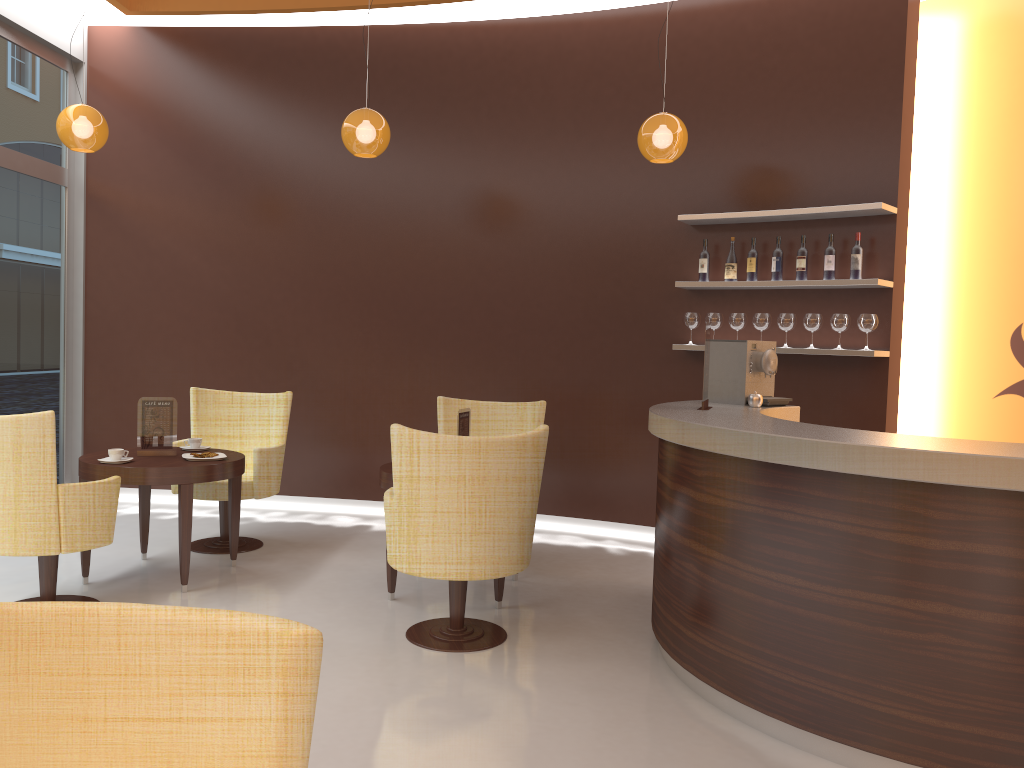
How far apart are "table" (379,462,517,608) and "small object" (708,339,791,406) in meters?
1.5

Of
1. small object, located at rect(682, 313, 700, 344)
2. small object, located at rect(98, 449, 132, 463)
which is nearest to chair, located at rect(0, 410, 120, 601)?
small object, located at rect(98, 449, 132, 463)

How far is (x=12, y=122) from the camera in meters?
6.3

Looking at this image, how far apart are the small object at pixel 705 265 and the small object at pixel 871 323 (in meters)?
1.05

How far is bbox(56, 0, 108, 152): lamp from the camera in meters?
5.4

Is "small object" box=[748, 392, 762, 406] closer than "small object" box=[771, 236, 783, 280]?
Yes

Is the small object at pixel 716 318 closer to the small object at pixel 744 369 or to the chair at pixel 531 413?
the small object at pixel 744 369

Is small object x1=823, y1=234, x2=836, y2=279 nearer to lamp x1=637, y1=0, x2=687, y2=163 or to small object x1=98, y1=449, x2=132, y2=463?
lamp x1=637, y1=0, x2=687, y2=163

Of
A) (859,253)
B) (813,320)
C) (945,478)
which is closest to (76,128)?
(813,320)

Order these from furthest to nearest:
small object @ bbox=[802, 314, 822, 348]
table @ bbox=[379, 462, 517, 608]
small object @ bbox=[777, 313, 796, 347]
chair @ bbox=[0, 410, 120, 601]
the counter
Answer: small object @ bbox=[777, 313, 796, 347]
small object @ bbox=[802, 314, 822, 348]
table @ bbox=[379, 462, 517, 608]
chair @ bbox=[0, 410, 120, 601]
the counter
